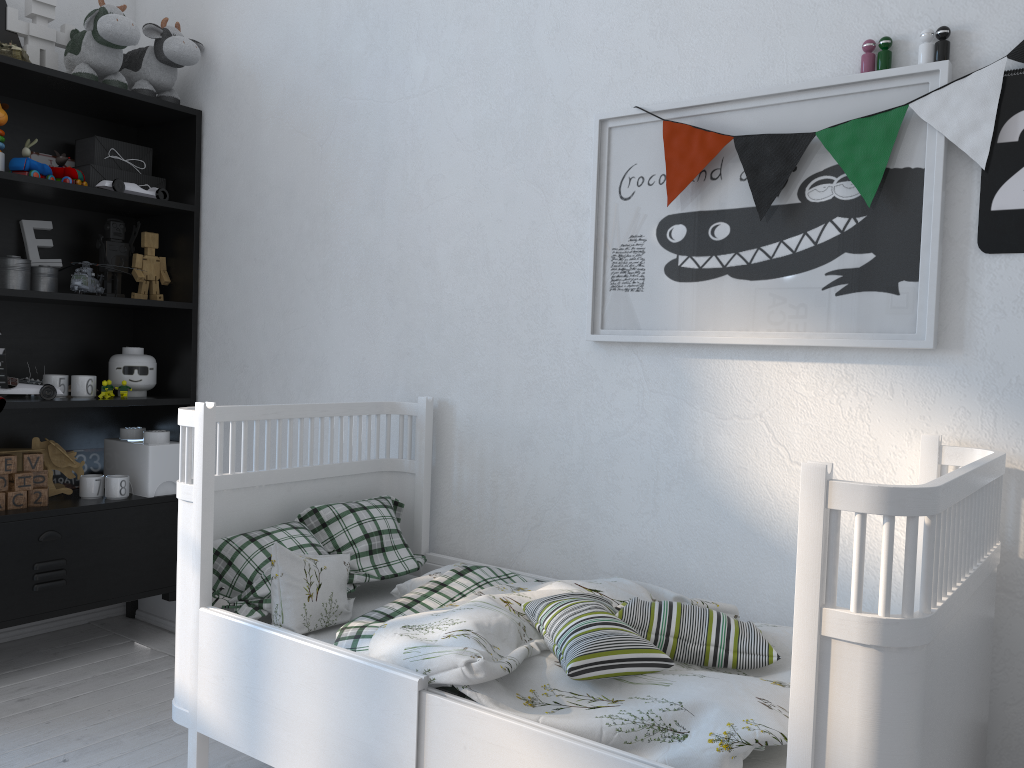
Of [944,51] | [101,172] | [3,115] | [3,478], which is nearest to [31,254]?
[101,172]

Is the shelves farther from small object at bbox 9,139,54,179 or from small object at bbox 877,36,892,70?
small object at bbox 877,36,892,70

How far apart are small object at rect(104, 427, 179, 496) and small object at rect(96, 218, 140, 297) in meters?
0.4

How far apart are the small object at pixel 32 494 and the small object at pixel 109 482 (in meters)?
0.18

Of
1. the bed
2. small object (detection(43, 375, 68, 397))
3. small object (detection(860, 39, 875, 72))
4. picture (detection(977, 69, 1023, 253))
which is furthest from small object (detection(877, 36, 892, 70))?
small object (detection(43, 375, 68, 397))

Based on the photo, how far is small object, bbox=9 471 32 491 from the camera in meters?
2.5 m

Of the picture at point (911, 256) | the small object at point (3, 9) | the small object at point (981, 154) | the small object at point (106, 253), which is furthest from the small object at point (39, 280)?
the small object at point (981, 154)

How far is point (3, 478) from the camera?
2.5 meters

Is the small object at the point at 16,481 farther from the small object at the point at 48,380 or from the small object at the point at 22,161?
the small object at the point at 22,161

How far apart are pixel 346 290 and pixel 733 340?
1.1m
